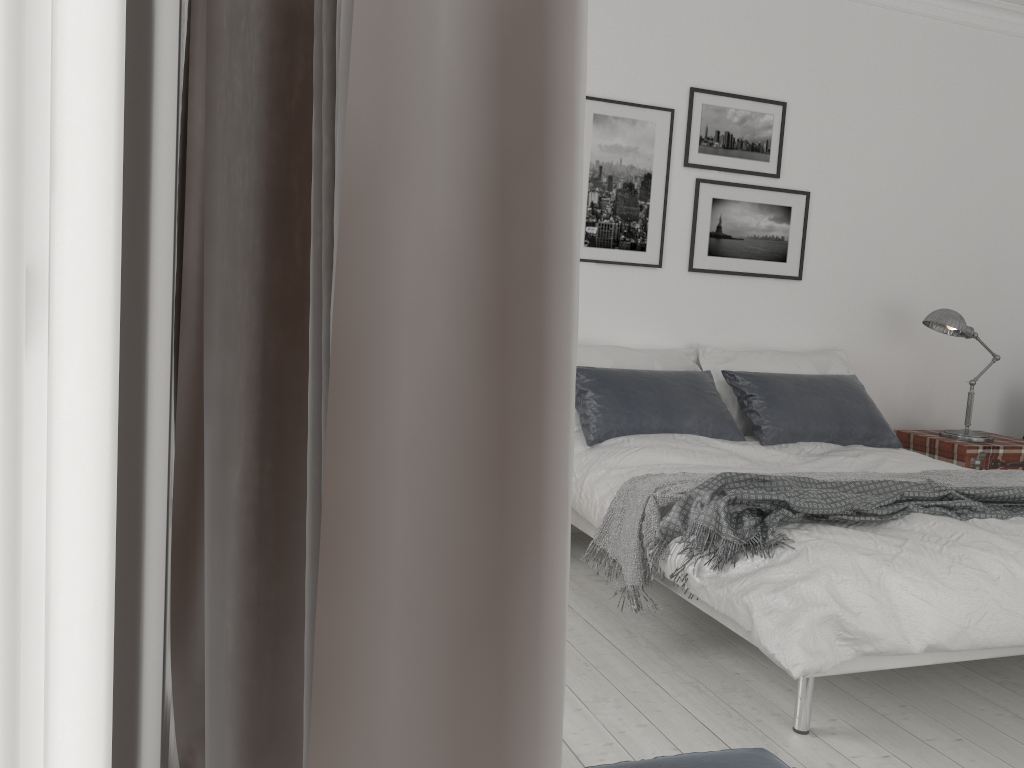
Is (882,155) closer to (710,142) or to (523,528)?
(710,142)

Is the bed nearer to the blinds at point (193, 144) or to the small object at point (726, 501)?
the small object at point (726, 501)

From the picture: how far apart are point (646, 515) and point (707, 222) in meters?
2.2 m

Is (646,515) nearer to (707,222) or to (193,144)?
(193,144)

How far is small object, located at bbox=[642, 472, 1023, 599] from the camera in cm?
269

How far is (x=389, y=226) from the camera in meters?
0.3 m

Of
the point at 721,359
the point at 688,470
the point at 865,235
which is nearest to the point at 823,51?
the point at 865,235

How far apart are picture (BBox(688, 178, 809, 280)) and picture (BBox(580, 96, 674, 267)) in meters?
0.2

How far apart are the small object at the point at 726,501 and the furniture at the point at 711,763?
1.0 meters

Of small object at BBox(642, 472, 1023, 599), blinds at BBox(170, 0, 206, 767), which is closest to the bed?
small object at BBox(642, 472, 1023, 599)
